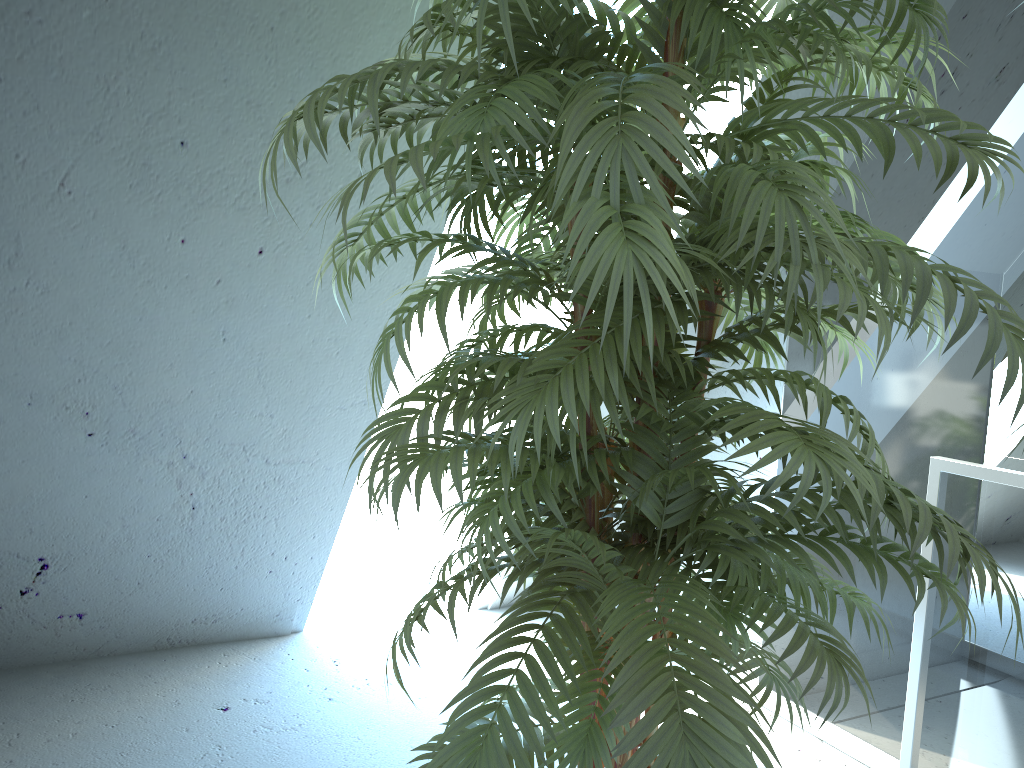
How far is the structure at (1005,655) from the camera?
2.0m

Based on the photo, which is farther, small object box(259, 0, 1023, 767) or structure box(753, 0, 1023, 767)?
structure box(753, 0, 1023, 767)

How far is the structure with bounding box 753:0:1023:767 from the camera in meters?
2.0

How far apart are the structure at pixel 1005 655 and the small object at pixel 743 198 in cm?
60

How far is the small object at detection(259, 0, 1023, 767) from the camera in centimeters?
89cm

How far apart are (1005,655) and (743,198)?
1.6m

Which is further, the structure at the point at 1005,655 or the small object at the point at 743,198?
the structure at the point at 1005,655

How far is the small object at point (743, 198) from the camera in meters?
0.9

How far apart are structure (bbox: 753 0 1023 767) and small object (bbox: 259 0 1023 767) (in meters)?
0.60
